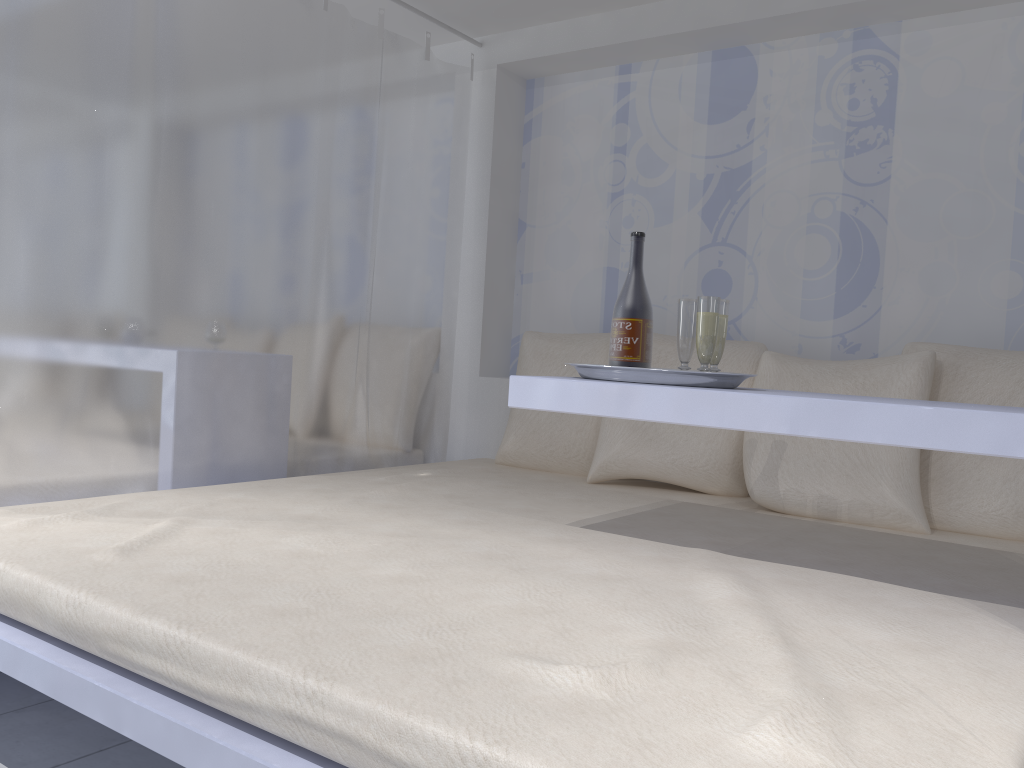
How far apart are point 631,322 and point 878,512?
0.9m

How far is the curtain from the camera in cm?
211

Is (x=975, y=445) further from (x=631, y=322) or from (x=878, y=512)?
(x=878, y=512)

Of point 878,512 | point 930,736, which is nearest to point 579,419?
point 878,512

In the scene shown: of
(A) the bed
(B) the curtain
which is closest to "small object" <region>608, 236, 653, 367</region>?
(A) the bed

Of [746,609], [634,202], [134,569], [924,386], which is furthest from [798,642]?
[634,202]

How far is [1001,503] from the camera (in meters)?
2.24

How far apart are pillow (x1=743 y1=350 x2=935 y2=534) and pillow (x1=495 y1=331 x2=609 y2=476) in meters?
0.5

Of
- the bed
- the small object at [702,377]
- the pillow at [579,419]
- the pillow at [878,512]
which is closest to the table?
the small object at [702,377]

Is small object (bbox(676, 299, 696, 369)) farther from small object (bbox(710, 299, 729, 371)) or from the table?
the table
